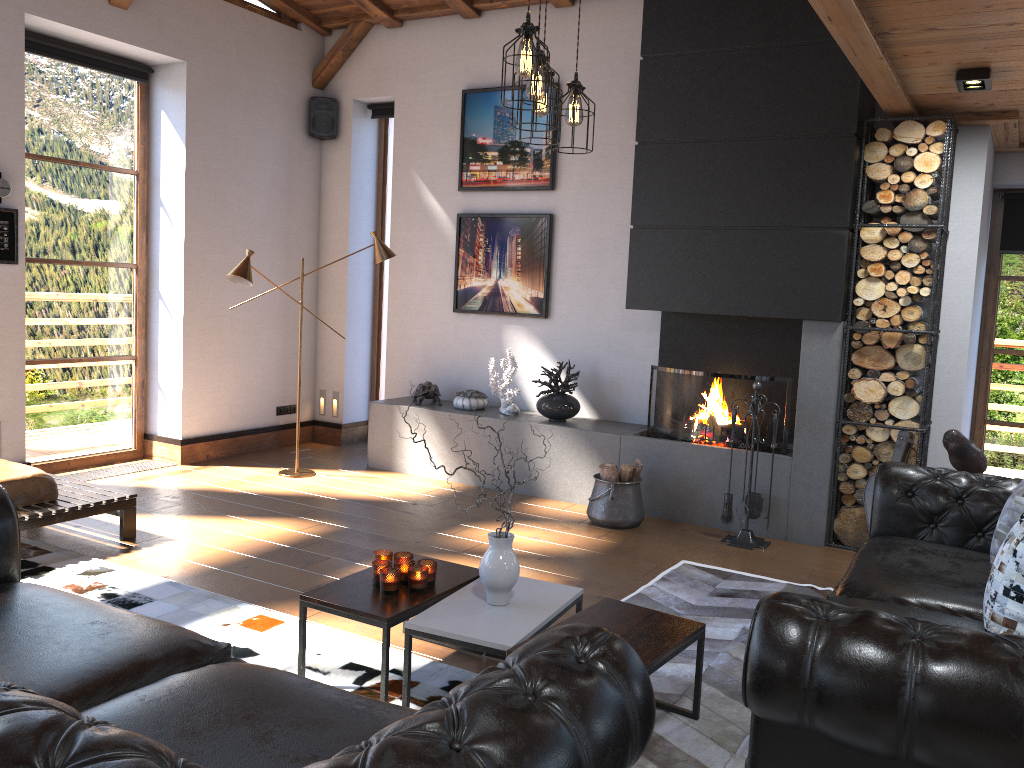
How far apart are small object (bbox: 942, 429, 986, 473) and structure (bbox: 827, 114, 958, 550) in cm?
91

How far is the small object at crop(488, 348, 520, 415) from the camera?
6.7 meters

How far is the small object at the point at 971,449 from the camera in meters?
4.3 m

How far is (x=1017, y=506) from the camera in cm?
317

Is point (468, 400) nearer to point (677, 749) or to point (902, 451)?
point (902, 451)

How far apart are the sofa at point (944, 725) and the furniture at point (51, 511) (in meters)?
3.74

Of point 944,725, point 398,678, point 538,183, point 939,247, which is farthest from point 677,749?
point 538,183

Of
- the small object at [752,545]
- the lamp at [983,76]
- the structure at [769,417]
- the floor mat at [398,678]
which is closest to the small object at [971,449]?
the small object at [752,545]

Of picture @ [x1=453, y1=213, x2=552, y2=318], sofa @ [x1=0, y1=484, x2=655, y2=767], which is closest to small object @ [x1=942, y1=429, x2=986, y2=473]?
sofa @ [x1=0, y1=484, x2=655, y2=767]

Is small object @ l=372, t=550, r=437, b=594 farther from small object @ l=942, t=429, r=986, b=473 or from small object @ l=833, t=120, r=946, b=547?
small object @ l=833, t=120, r=946, b=547
